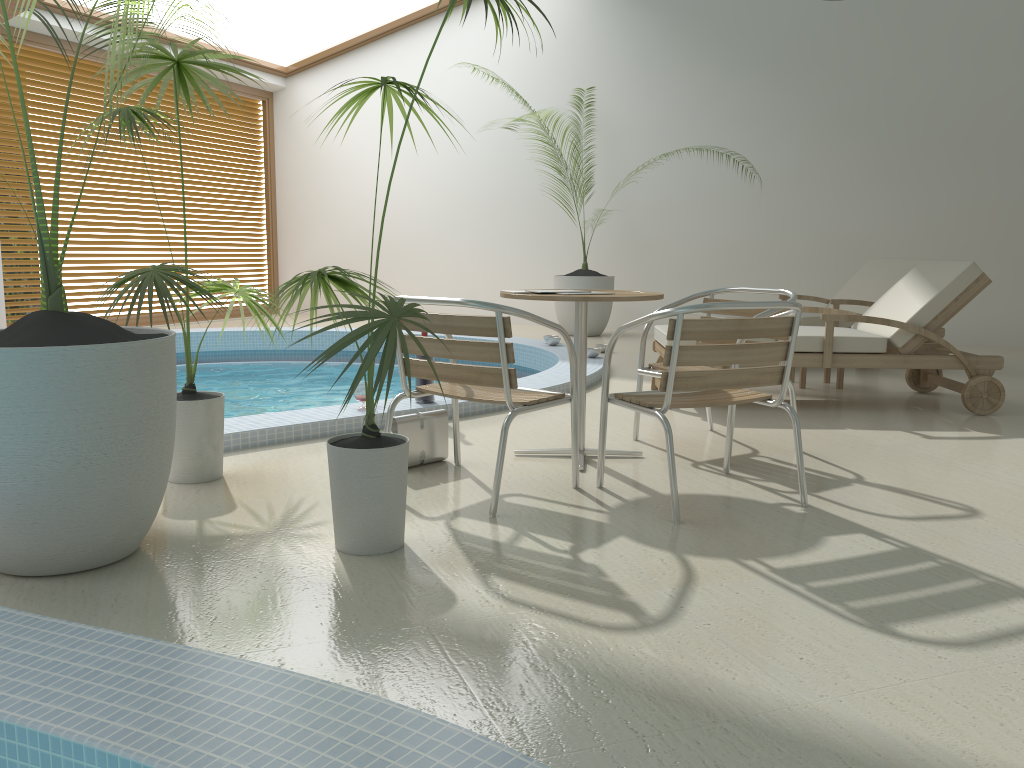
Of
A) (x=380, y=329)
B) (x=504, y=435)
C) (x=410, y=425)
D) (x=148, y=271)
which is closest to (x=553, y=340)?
(x=410, y=425)

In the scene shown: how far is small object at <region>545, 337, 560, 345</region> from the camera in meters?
7.7 m

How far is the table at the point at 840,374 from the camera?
5.9 meters

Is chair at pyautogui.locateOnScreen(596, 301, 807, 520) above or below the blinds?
below

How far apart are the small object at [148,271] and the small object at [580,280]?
5.9 meters

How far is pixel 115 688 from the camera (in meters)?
1.65

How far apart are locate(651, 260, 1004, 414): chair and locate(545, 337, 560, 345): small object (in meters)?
2.02

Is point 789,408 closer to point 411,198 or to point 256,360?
point 256,360

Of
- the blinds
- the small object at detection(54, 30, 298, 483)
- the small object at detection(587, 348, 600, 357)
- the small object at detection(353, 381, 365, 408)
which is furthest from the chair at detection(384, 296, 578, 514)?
the blinds

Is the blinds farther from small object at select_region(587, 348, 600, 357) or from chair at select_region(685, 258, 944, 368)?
chair at select_region(685, 258, 944, 368)
